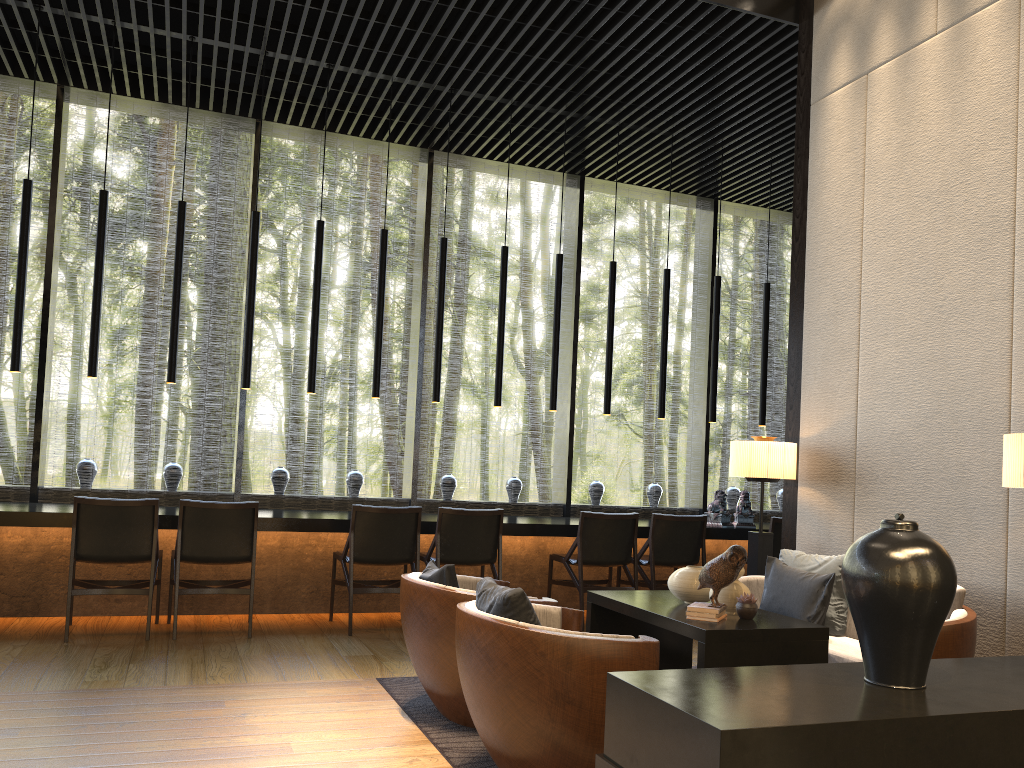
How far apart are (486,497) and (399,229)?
14.3m

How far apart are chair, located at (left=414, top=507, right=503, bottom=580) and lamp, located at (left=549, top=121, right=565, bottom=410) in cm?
133

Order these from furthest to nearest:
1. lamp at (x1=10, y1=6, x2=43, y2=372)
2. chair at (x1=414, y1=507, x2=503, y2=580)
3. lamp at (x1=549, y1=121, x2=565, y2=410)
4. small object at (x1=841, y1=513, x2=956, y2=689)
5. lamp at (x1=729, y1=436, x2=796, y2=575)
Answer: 1. lamp at (x1=549, y1=121, x2=565, y2=410)
2. chair at (x1=414, y1=507, x2=503, y2=580)
3. lamp at (x1=10, y1=6, x2=43, y2=372)
4. lamp at (x1=729, y1=436, x2=796, y2=575)
5. small object at (x1=841, y1=513, x2=956, y2=689)

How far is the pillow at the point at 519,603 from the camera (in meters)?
2.89

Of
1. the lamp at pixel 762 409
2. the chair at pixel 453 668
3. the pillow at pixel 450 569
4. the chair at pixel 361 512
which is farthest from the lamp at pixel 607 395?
the pillow at pixel 450 569

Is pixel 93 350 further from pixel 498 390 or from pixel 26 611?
pixel 498 390

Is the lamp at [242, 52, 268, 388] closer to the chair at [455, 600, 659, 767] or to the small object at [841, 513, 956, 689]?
the chair at [455, 600, 659, 767]

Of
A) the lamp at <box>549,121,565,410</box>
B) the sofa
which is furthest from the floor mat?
the lamp at <box>549,121,565,410</box>

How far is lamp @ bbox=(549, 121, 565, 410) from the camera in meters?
7.1

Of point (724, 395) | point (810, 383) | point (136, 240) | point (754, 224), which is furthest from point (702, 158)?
point (754, 224)
